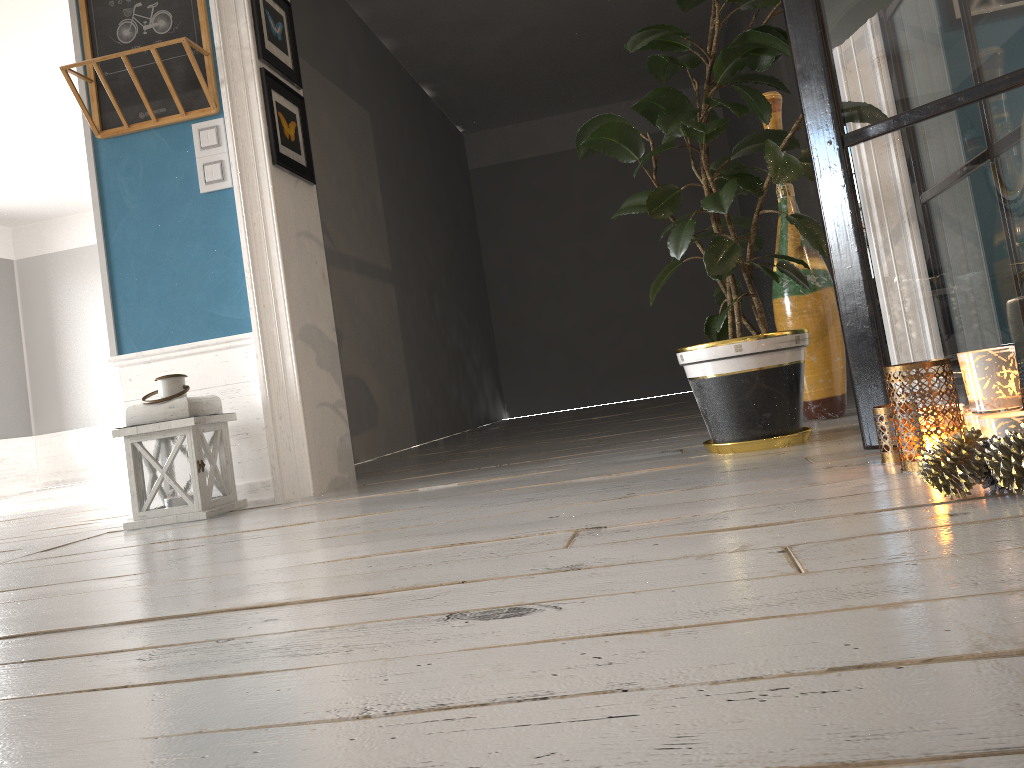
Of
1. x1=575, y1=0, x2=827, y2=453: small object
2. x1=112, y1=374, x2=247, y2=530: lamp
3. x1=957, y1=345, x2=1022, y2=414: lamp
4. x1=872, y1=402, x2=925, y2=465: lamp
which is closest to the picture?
x1=112, y1=374, x2=247, y2=530: lamp

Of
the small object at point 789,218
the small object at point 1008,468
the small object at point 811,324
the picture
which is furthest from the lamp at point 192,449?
the small object at point 1008,468

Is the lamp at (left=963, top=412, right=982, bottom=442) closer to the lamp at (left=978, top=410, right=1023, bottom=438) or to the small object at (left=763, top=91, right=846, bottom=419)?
the lamp at (left=978, top=410, right=1023, bottom=438)

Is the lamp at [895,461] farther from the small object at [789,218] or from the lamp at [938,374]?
the small object at [789,218]

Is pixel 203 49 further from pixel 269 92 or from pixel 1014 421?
pixel 1014 421

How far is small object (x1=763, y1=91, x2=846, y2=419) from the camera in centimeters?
288cm

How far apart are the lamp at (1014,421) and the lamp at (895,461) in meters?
0.3 m

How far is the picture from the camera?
3.16m

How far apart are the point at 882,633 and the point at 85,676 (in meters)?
0.86

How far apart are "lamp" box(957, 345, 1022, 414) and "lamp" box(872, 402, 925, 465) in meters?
0.3 m
